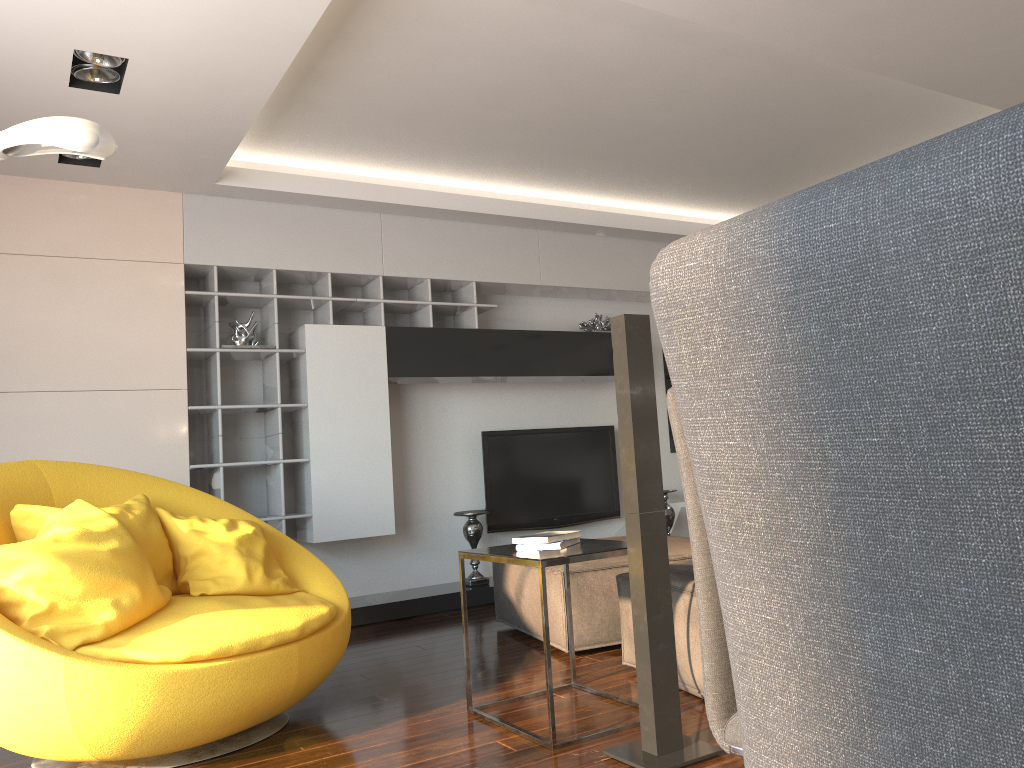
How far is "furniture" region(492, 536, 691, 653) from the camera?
3.9m

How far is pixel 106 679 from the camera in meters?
2.5 m

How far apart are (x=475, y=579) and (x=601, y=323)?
2.06m

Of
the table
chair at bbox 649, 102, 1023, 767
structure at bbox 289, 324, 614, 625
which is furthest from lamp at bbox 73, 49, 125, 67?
chair at bbox 649, 102, 1023, 767

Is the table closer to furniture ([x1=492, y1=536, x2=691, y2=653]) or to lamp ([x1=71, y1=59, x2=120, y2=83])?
furniture ([x1=492, y1=536, x2=691, y2=653])

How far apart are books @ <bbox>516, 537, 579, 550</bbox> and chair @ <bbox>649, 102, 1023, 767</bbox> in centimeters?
247cm

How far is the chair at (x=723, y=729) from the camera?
1.3m

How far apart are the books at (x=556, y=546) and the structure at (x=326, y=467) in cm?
250

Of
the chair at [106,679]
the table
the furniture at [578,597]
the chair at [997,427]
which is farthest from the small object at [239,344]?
the chair at [997,427]

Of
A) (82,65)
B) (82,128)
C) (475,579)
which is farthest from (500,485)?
(82,128)
